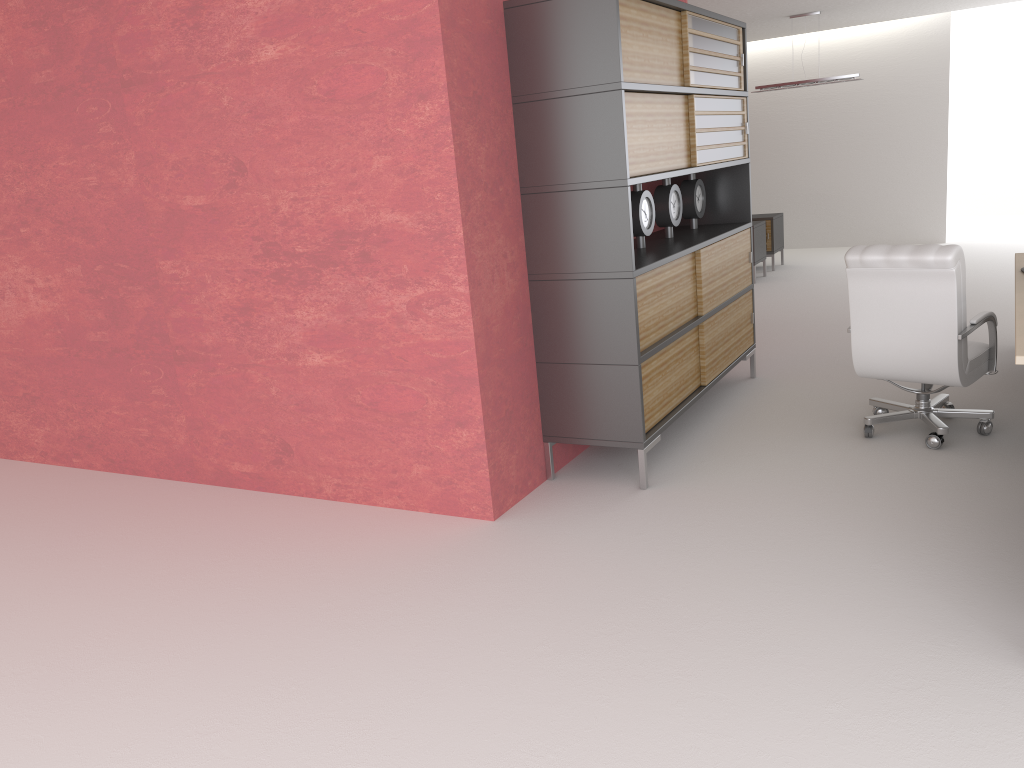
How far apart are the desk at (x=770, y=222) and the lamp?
2.40m

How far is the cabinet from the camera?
6.3m

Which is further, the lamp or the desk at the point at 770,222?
the desk at the point at 770,222

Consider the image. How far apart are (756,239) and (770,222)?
1.38m

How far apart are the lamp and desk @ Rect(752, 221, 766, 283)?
2.4m

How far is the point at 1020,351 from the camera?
5.1 meters

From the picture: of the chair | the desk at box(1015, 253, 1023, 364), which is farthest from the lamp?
the chair

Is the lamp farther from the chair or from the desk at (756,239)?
the chair

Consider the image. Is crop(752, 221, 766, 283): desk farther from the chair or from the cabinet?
the chair

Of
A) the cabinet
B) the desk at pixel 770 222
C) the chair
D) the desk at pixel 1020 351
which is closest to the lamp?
the desk at pixel 770 222
